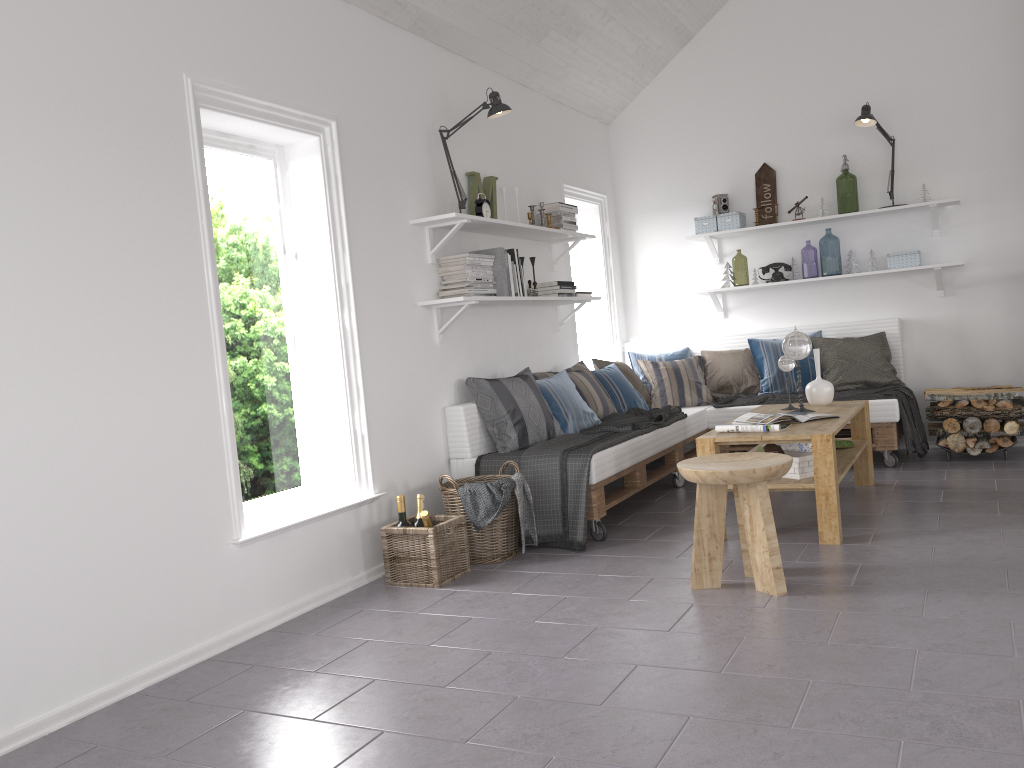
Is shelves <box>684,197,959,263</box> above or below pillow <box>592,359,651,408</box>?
above

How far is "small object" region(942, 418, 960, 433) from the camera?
5.54m

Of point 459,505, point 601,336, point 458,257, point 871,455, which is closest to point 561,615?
point 459,505

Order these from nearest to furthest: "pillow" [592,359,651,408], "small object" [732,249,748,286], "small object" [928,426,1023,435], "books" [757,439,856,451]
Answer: "books" [757,439,856,451] → "small object" [928,426,1023,435] → "pillow" [592,359,651,408] → "small object" [732,249,748,286]

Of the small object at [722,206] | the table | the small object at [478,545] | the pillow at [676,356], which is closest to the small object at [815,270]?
the small object at [722,206]

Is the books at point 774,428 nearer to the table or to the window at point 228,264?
the table

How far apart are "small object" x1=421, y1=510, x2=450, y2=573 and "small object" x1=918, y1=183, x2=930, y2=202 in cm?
419

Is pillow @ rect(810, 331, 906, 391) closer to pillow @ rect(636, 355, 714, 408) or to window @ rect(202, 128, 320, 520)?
pillow @ rect(636, 355, 714, 408)

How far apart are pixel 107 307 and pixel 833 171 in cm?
512

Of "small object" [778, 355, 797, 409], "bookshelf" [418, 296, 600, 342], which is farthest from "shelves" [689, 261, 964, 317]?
"small object" [778, 355, 797, 409]
